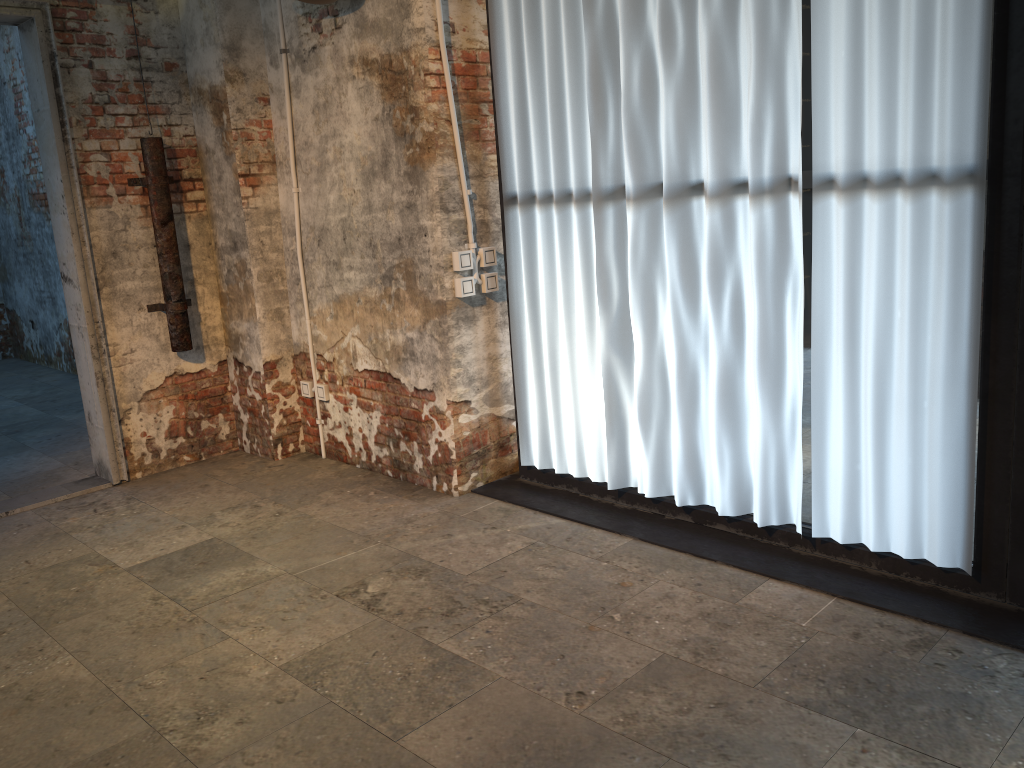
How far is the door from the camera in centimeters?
429cm

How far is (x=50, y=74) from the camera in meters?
4.3

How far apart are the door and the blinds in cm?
190

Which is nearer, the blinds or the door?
the blinds

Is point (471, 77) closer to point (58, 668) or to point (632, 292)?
point (632, 292)

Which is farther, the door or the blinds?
the door

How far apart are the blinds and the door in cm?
190

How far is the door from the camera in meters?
4.3 m

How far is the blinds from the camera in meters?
2.7
